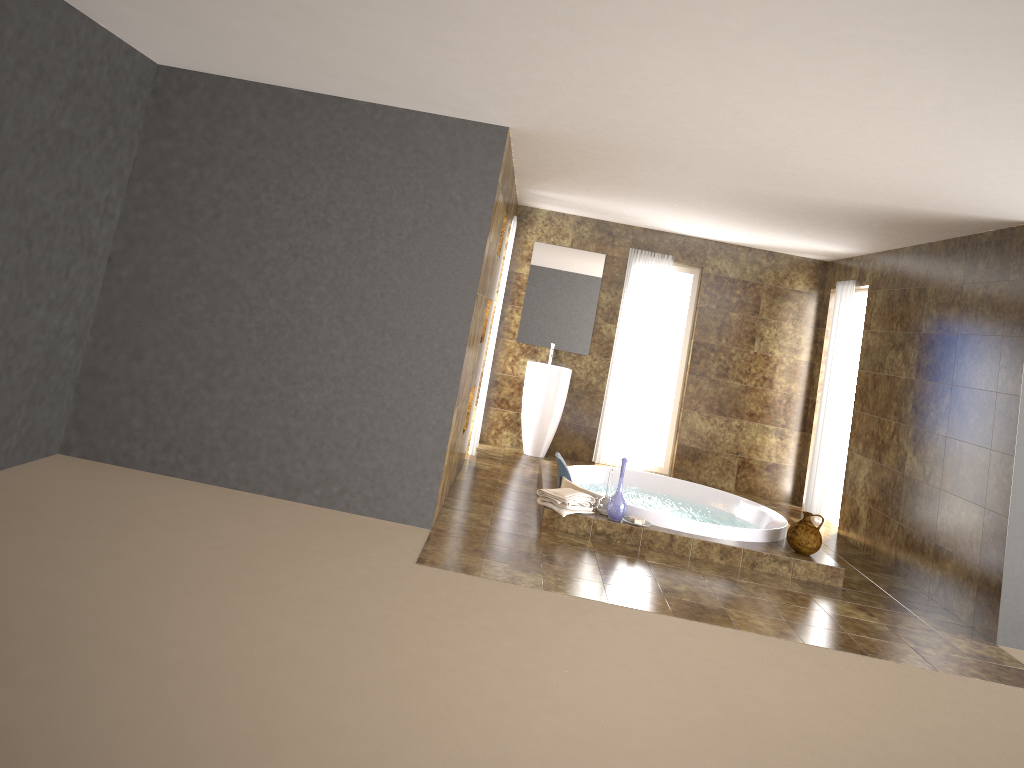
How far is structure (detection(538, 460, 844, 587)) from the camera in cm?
603

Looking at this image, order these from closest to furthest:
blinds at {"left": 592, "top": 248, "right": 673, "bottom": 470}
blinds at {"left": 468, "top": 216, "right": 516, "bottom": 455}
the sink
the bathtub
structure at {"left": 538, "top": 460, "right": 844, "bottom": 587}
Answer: structure at {"left": 538, "top": 460, "right": 844, "bottom": 587} < the bathtub < blinds at {"left": 468, "top": 216, "right": 516, "bottom": 455} < the sink < blinds at {"left": 592, "top": 248, "right": 673, "bottom": 470}

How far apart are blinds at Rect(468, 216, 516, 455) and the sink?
0.8m

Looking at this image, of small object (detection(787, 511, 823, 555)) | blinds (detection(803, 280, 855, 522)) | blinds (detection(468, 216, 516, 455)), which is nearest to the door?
blinds (detection(803, 280, 855, 522))

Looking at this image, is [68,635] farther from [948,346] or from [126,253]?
[948,346]

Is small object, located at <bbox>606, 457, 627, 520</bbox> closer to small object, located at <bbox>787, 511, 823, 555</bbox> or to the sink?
small object, located at <bbox>787, 511, 823, 555</bbox>

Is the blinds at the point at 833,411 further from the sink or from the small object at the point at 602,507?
the small object at the point at 602,507

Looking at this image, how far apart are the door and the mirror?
2.6 meters

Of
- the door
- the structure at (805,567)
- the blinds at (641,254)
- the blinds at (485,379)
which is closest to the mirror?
the blinds at (641,254)

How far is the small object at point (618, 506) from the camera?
6.1 meters
